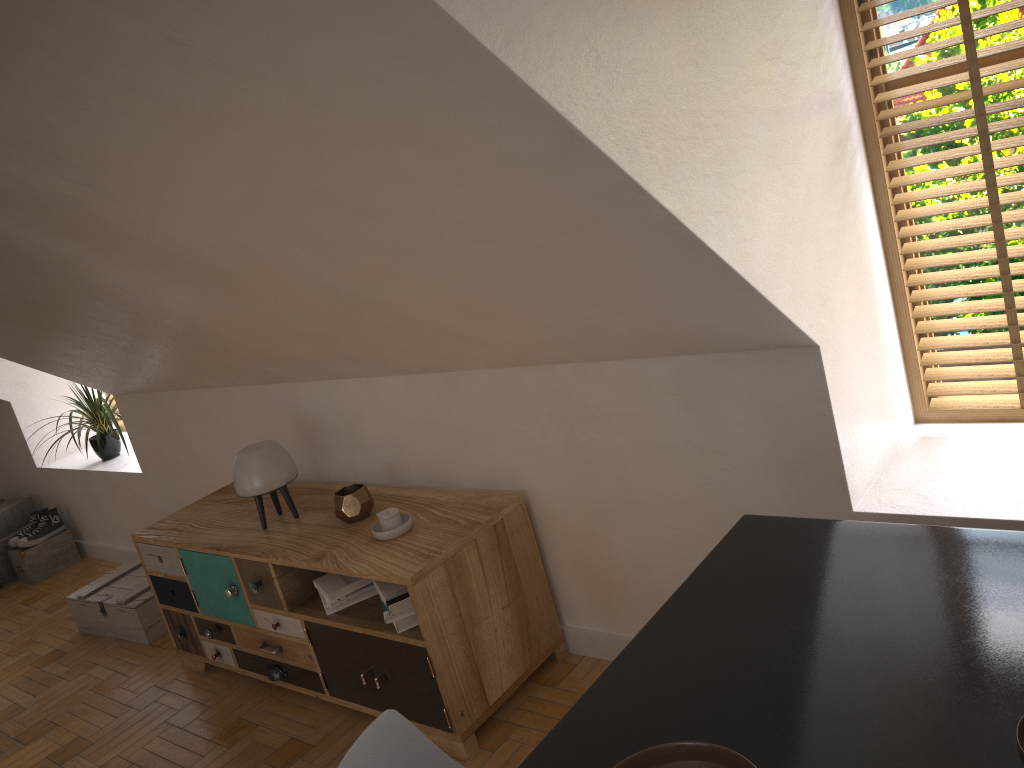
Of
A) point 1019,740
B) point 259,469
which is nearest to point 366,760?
point 1019,740

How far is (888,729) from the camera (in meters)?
1.15

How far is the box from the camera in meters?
4.2

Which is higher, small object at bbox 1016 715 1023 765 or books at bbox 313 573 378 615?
small object at bbox 1016 715 1023 765

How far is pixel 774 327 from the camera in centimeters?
217cm

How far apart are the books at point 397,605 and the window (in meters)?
1.70

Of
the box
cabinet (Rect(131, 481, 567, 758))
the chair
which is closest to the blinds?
cabinet (Rect(131, 481, 567, 758))

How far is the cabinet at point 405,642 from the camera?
2.8m

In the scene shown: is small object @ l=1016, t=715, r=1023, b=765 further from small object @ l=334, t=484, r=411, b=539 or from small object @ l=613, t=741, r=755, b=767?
small object @ l=334, t=484, r=411, b=539

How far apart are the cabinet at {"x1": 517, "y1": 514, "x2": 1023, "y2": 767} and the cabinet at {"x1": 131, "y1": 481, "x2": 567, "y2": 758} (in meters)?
1.19
